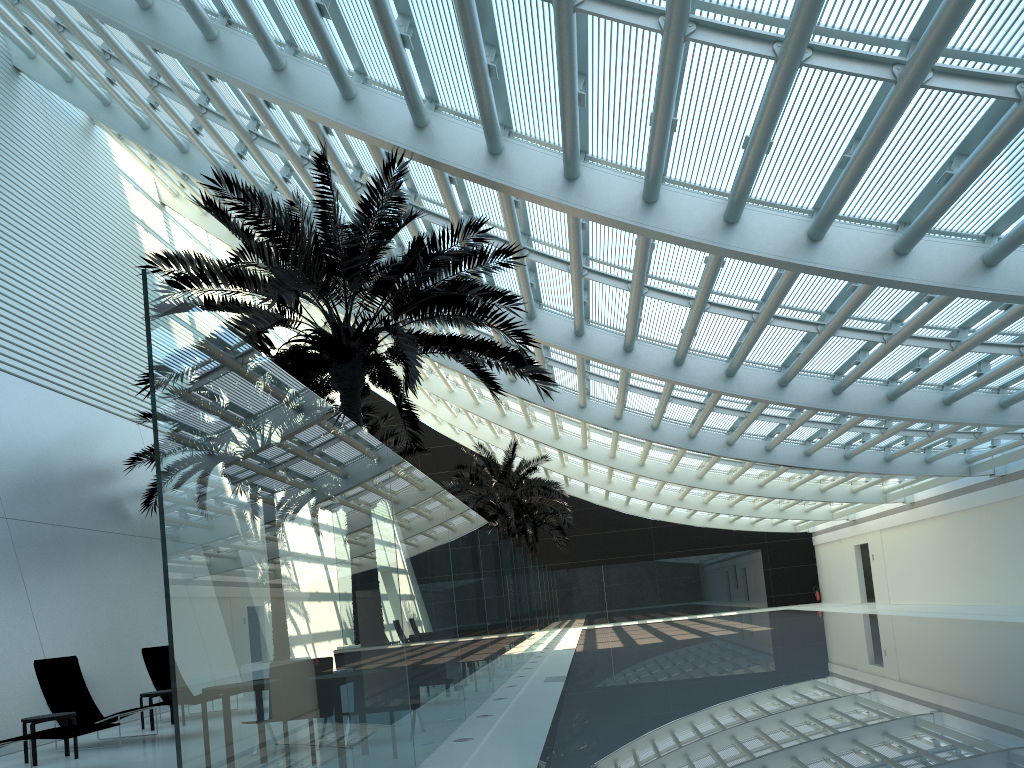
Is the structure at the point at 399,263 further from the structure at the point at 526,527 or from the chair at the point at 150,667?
the structure at the point at 526,527

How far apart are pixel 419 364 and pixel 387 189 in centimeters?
220cm

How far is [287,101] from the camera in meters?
11.2

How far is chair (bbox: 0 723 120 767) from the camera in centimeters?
782cm

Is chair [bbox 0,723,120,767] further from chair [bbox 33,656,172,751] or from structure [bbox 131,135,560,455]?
structure [bbox 131,135,560,455]

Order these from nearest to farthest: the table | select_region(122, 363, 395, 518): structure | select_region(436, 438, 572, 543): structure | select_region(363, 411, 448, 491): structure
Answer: the table < select_region(122, 363, 395, 518): structure < select_region(363, 411, 448, 491): structure < select_region(436, 438, 572, 543): structure

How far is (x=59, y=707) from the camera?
10.5m

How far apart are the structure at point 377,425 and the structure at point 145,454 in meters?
4.3 m

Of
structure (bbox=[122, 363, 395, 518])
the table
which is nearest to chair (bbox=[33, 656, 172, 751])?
the table

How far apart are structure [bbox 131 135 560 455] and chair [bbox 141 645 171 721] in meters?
4.6
